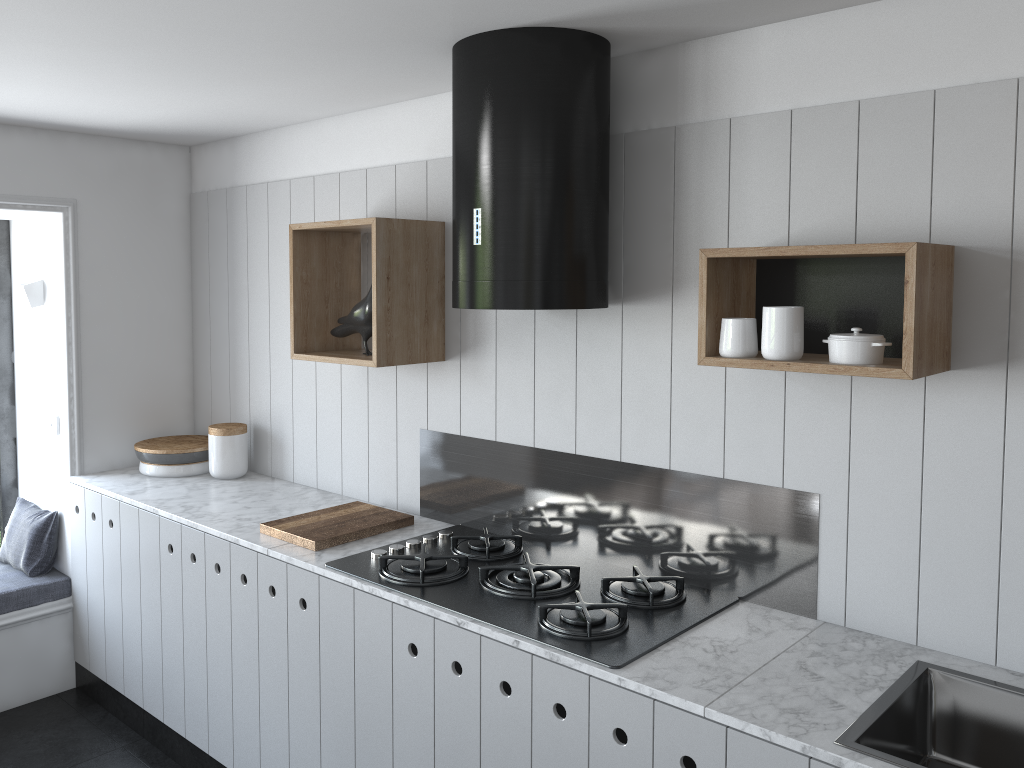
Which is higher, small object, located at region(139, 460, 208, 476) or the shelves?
the shelves

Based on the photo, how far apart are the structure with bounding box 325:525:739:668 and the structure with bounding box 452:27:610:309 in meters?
0.7 m

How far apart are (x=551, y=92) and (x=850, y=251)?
0.8 meters

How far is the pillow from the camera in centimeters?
361cm

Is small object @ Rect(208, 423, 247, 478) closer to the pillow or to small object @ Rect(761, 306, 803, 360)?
the pillow

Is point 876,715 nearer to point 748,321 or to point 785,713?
point 785,713

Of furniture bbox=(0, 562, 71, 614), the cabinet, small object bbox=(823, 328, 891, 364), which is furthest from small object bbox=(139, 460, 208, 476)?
small object bbox=(823, 328, 891, 364)

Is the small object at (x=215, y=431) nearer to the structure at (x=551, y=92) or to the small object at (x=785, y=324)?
the structure at (x=551, y=92)

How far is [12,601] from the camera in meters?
3.5 m

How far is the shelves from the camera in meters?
1.8 m
